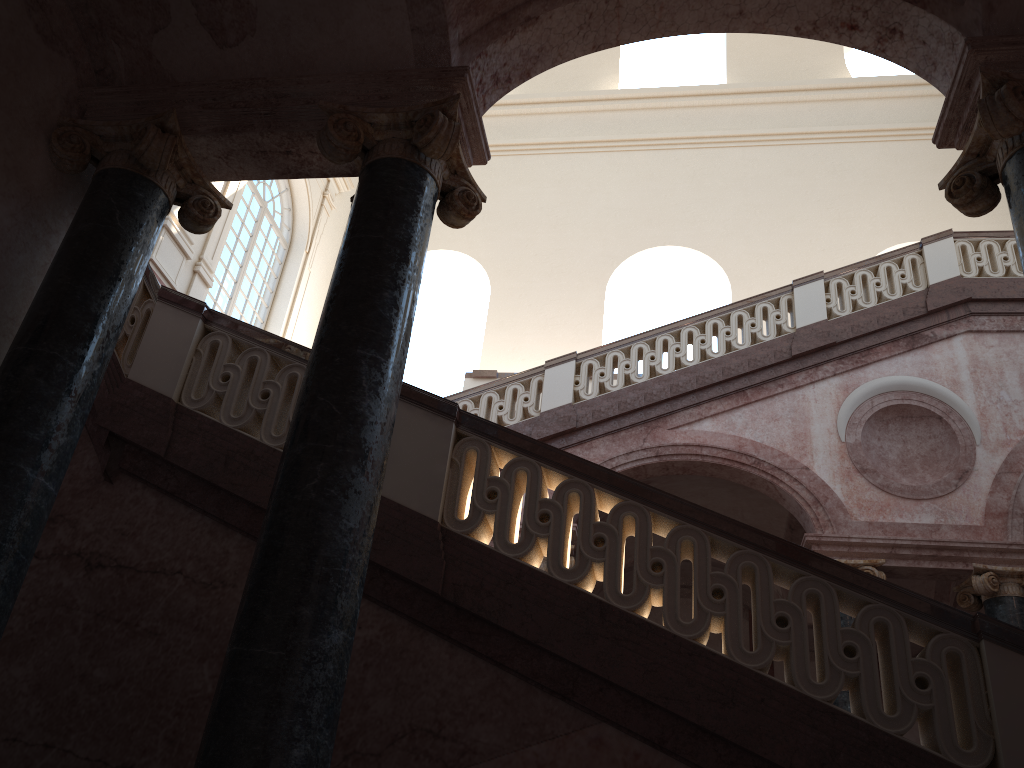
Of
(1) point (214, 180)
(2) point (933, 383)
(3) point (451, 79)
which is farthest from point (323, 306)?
(2) point (933, 383)
